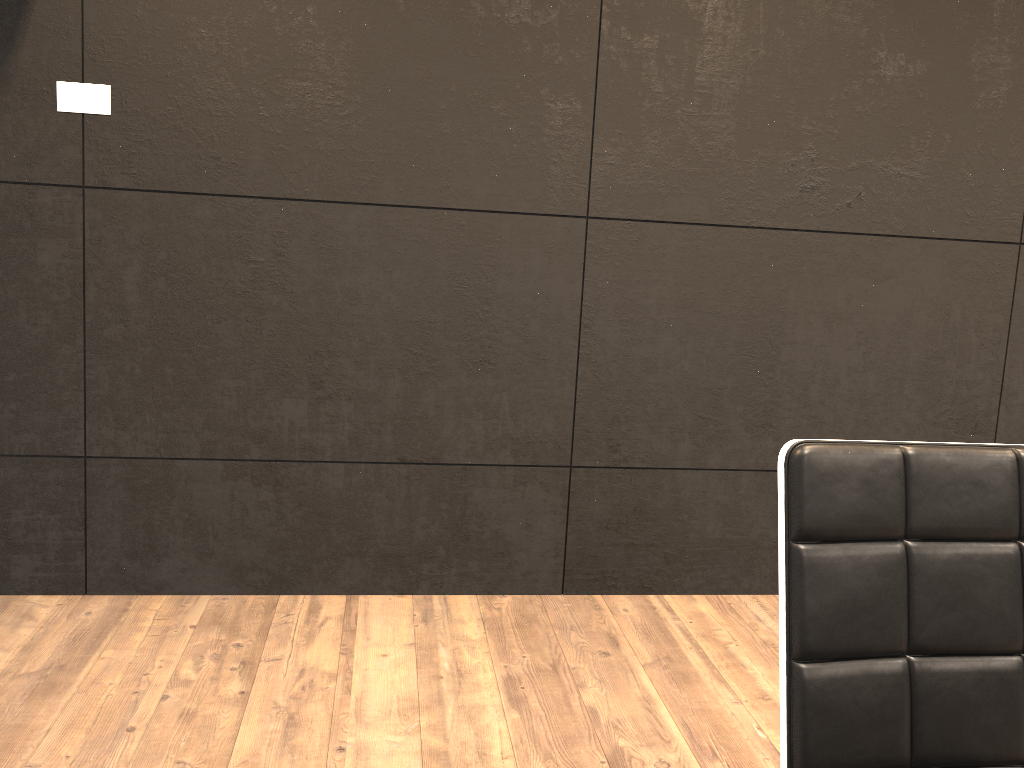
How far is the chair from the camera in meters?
1.0 m

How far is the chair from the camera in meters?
1.0

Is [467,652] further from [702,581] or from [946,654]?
[946,654]

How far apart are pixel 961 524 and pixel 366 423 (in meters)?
1.93

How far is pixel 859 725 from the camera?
1.0 meters
